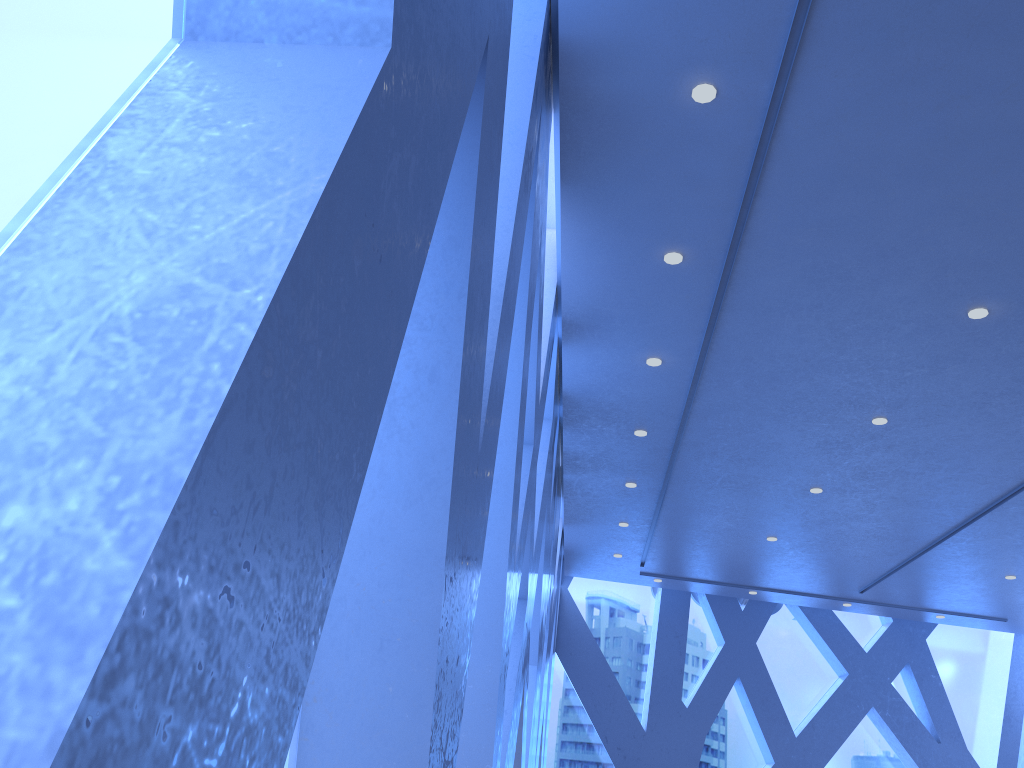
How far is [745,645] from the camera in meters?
12.9

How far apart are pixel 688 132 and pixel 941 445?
4.35m
